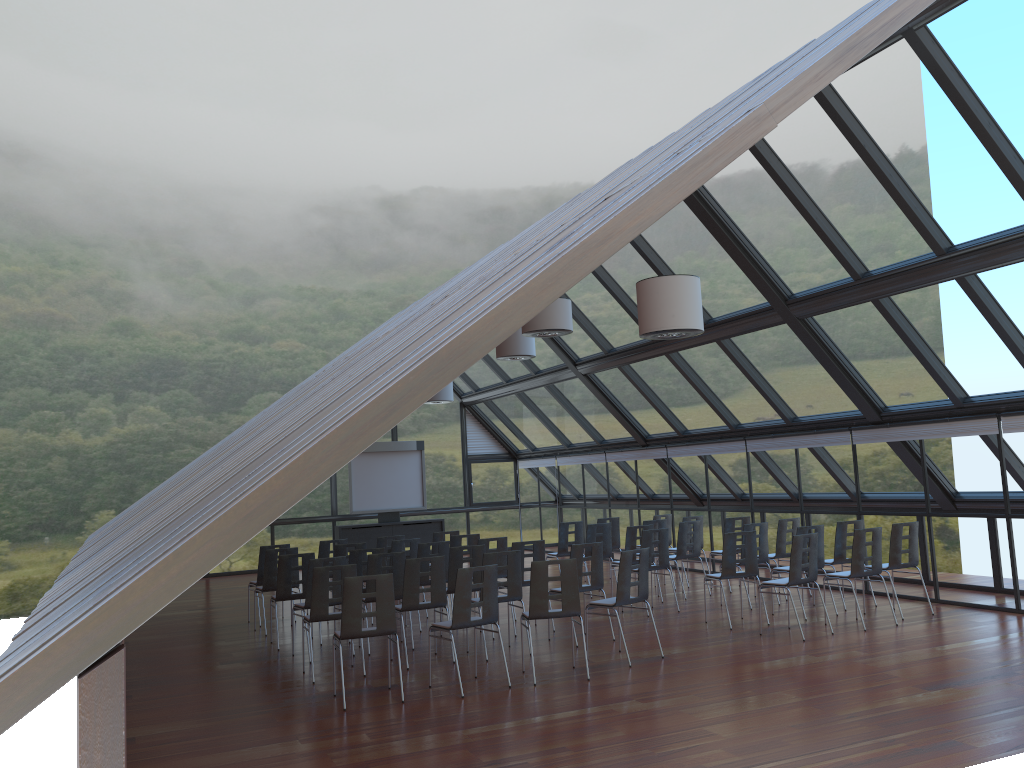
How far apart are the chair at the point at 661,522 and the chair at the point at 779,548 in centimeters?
220cm

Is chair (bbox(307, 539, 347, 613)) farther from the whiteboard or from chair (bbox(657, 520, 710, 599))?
the whiteboard

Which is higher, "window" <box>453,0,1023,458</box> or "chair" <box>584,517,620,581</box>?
"window" <box>453,0,1023,458</box>

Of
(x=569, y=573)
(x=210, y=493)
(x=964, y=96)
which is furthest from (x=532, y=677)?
(x=964, y=96)

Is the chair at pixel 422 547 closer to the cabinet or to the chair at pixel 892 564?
the chair at pixel 892 564

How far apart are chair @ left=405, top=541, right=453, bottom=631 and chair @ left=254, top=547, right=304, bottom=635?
2.0m

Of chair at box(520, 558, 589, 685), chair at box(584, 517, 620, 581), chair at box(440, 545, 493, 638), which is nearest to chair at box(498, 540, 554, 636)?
chair at box(440, 545, 493, 638)

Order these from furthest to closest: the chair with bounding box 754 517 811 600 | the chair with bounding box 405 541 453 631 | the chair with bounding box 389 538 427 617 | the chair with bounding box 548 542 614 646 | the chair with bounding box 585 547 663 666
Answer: the chair with bounding box 754 517 811 600, the chair with bounding box 389 538 427 617, the chair with bounding box 405 541 453 631, the chair with bounding box 548 542 614 646, the chair with bounding box 585 547 663 666

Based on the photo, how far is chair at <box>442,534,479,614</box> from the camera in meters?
13.6 m

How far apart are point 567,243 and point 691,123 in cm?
587
